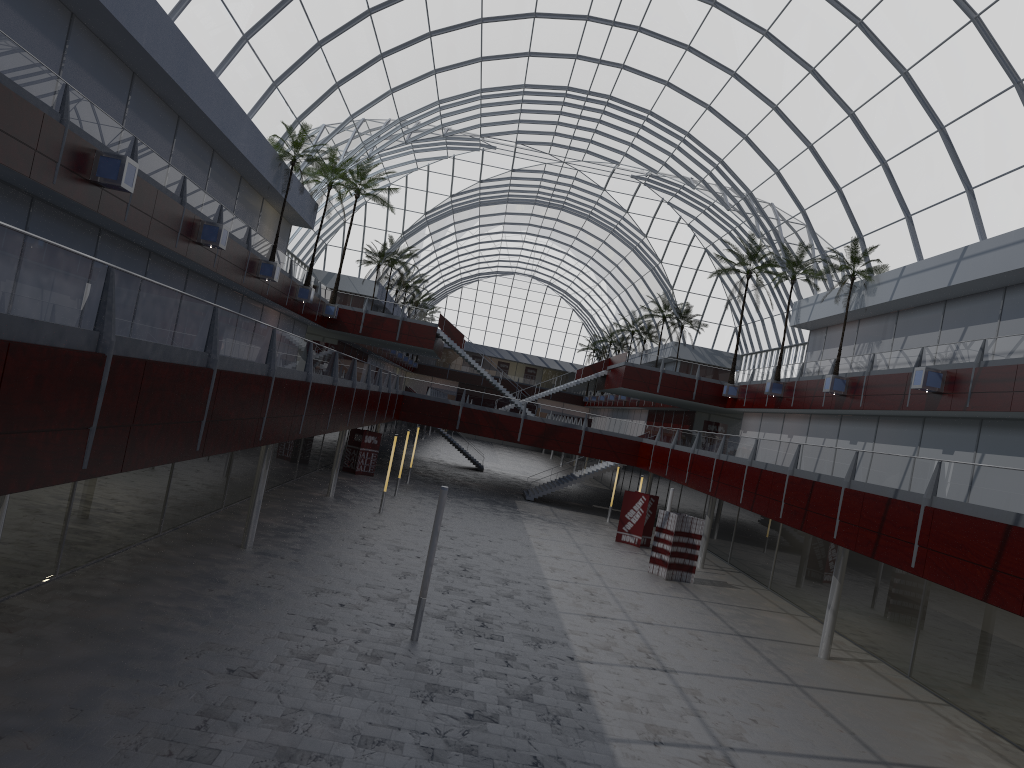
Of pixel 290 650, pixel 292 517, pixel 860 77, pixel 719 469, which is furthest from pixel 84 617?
pixel 860 77
